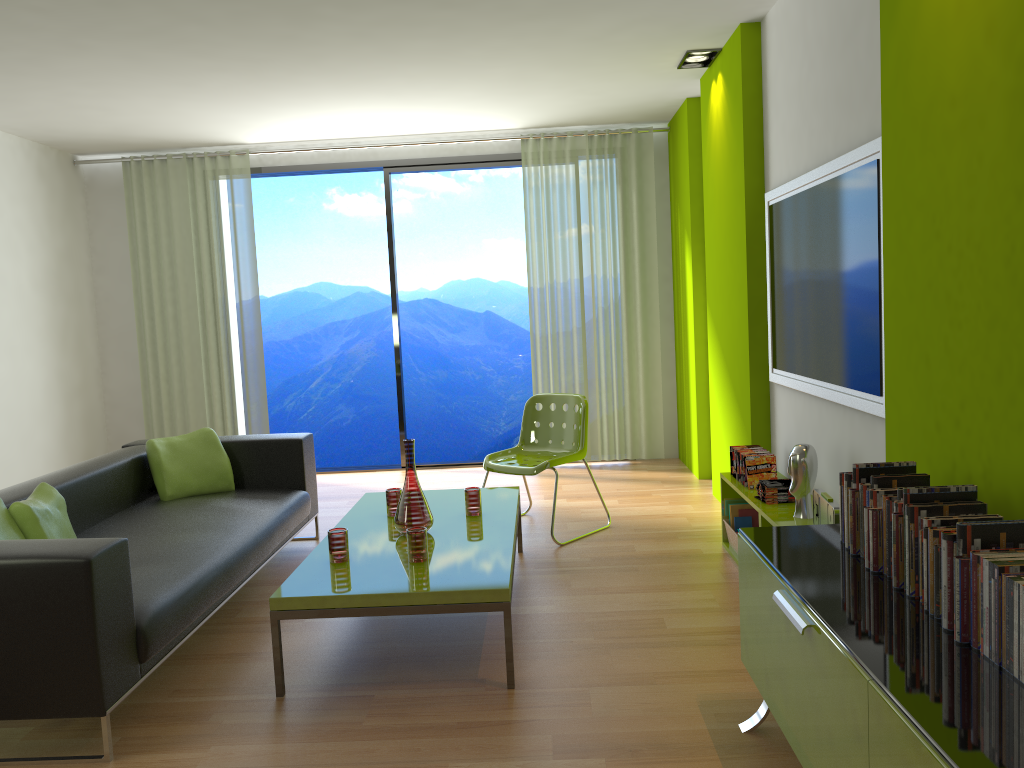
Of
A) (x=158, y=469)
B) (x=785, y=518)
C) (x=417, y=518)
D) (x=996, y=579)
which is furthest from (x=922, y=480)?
(x=158, y=469)

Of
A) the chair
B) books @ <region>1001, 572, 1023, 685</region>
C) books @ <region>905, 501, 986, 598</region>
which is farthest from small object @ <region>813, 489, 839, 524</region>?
the chair

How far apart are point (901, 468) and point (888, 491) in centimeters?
15cm

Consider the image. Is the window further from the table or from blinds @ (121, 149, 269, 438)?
the table

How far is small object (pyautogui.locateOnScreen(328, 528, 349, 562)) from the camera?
3.3m

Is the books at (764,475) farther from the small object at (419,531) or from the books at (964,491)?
the books at (964,491)

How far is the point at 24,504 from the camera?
3.3m

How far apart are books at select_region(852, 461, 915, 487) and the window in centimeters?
504cm

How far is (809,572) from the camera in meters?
2.2 m

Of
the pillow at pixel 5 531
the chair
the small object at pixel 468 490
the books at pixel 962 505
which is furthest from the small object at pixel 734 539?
the pillow at pixel 5 531
